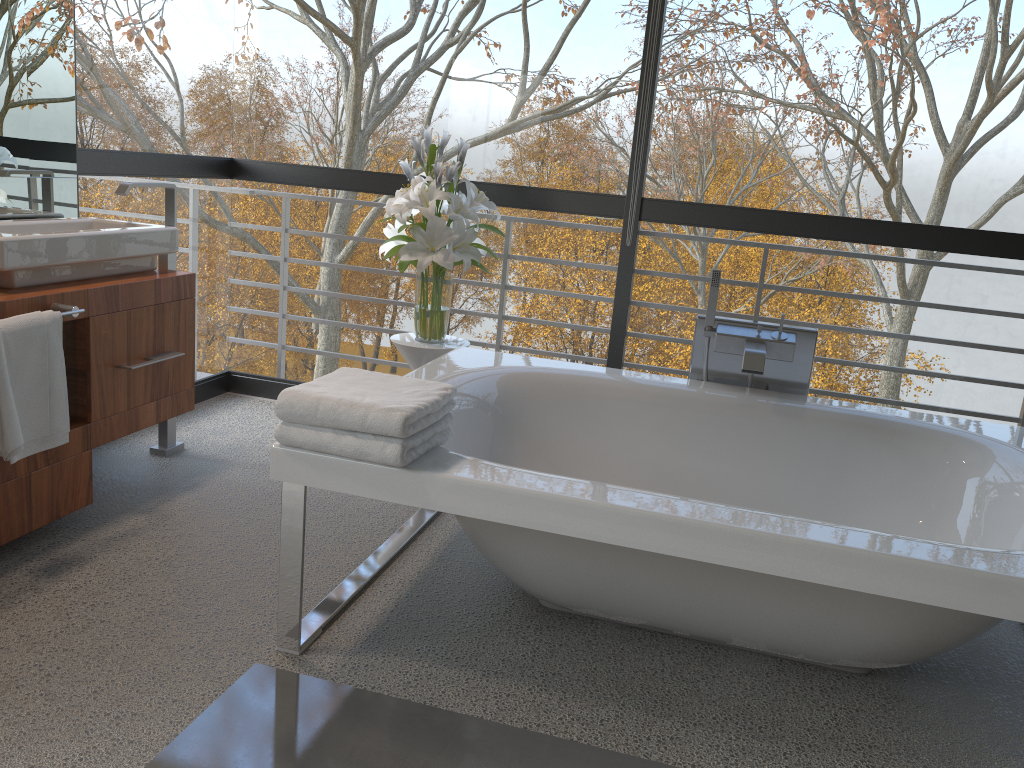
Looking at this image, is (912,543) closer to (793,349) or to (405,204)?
(793,349)

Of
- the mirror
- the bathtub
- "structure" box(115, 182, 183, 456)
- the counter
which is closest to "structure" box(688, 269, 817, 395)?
the bathtub

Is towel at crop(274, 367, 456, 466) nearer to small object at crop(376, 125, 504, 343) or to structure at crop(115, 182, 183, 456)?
small object at crop(376, 125, 504, 343)

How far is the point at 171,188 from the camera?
3.1 meters

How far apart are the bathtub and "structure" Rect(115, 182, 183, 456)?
1.1 meters

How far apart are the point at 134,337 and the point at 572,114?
14.26m

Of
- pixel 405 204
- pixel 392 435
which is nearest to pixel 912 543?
pixel 392 435

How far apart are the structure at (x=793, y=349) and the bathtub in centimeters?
8cm

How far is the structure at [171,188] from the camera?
3.12m

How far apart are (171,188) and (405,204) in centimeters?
82cm
